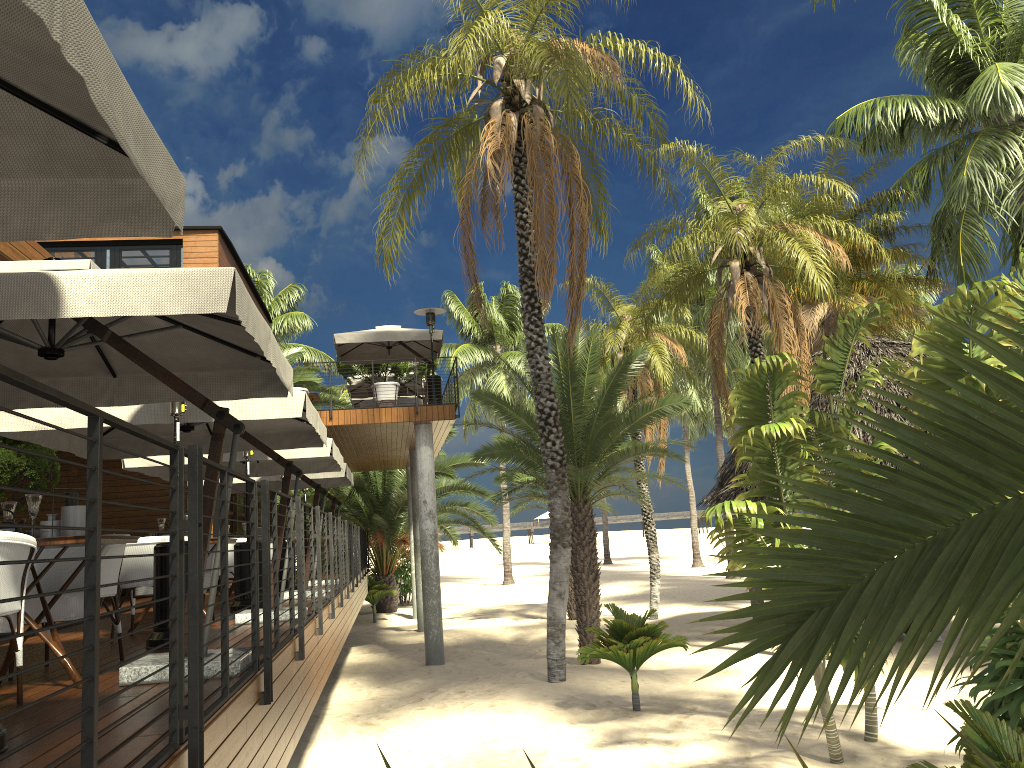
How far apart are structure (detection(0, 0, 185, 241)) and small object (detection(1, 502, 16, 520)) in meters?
2.6 m

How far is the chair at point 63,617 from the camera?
5.07m

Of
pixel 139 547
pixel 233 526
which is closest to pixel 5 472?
pixel 139 547

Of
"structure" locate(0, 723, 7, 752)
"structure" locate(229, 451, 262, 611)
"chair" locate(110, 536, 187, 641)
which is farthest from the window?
"structure" locate(0, 723, 7, 752)

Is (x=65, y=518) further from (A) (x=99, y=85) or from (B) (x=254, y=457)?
(B) (x=254, y=457)

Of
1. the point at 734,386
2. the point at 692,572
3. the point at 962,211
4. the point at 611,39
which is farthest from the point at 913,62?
the point at 692,572

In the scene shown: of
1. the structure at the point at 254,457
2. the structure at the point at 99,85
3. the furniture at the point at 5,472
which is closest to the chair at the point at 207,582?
the structure at the point at 254,457

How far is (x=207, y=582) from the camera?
8.5 meters

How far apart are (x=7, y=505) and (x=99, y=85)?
3.7m

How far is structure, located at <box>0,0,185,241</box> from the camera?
2.1m
